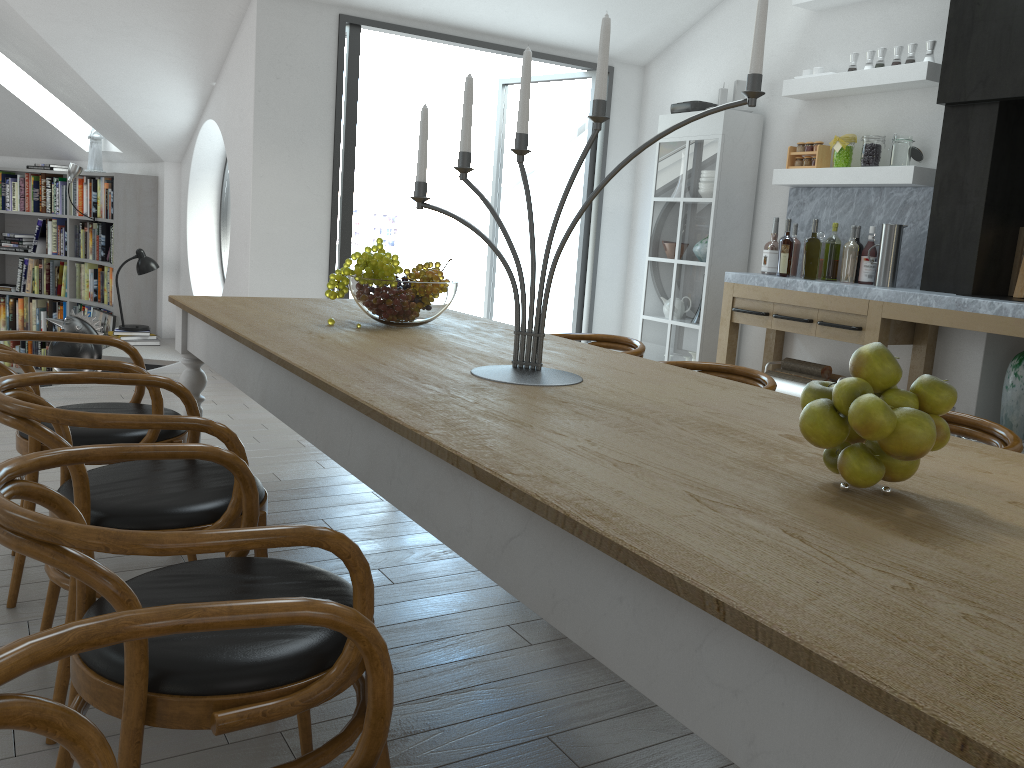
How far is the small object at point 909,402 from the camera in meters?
1.2

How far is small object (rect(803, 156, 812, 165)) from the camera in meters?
5.4

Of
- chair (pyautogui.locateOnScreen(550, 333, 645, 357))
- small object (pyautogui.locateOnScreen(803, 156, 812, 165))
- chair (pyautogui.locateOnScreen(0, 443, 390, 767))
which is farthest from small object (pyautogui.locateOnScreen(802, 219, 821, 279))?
chair (pyautogui.locateOnScreen(0, 443, 390, 767))

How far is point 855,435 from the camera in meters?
1.3 m

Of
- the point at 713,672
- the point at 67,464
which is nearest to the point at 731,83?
the point at 67,464

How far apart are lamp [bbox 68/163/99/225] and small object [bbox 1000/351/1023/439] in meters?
7.2

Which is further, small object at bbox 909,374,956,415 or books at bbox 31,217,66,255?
books at bbox 31,217,66,255

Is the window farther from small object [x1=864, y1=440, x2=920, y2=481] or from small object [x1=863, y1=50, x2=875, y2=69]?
small object [x1=864, y1=440, x2=920, y2=481]

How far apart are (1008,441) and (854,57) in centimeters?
361cm

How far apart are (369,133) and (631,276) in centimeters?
1566cm
